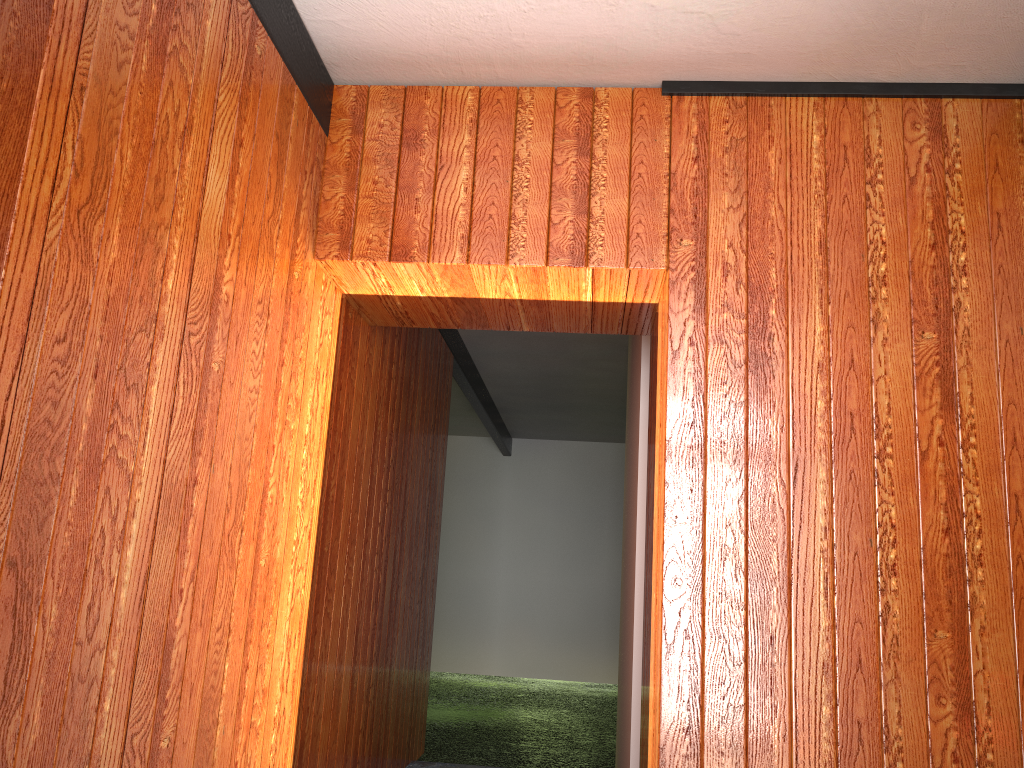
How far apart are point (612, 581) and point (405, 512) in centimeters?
578cm
